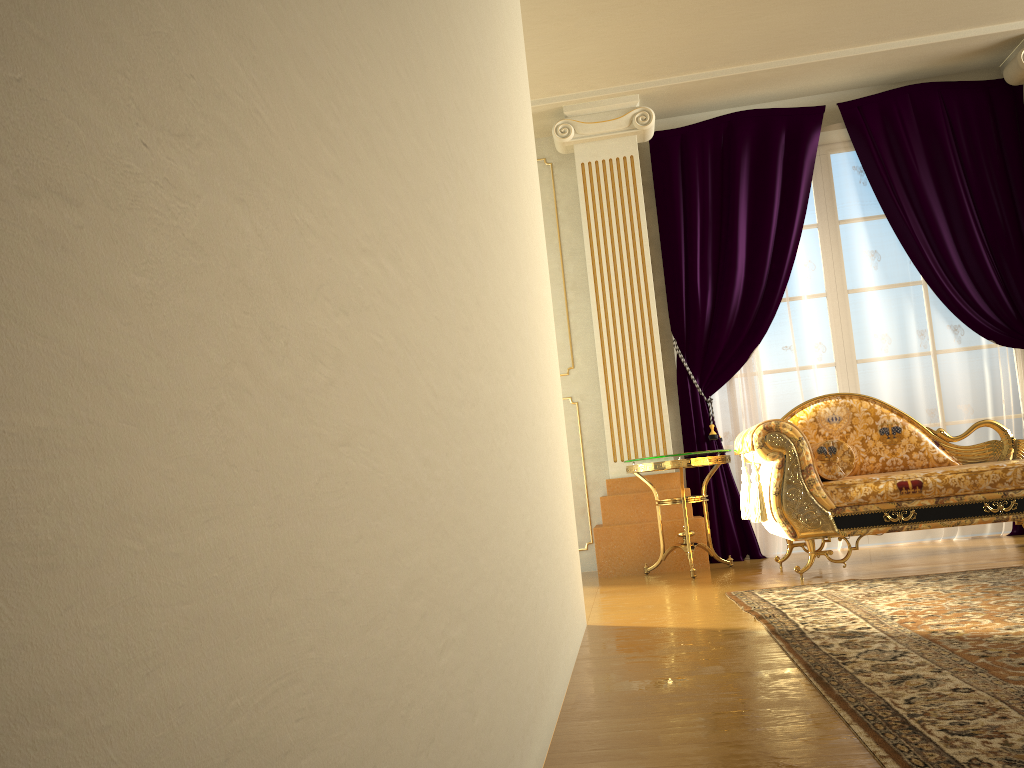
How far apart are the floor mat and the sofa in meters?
0.3

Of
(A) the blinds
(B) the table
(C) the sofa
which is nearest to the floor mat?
(C) the sofa

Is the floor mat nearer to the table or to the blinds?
the table

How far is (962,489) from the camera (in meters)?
3.85

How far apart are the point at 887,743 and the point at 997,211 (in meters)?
4.45

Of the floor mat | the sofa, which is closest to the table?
the sofa

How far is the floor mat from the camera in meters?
1.5

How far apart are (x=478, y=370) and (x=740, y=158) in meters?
4.4 m

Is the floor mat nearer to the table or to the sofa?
the sofa

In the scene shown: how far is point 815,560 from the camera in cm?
467
